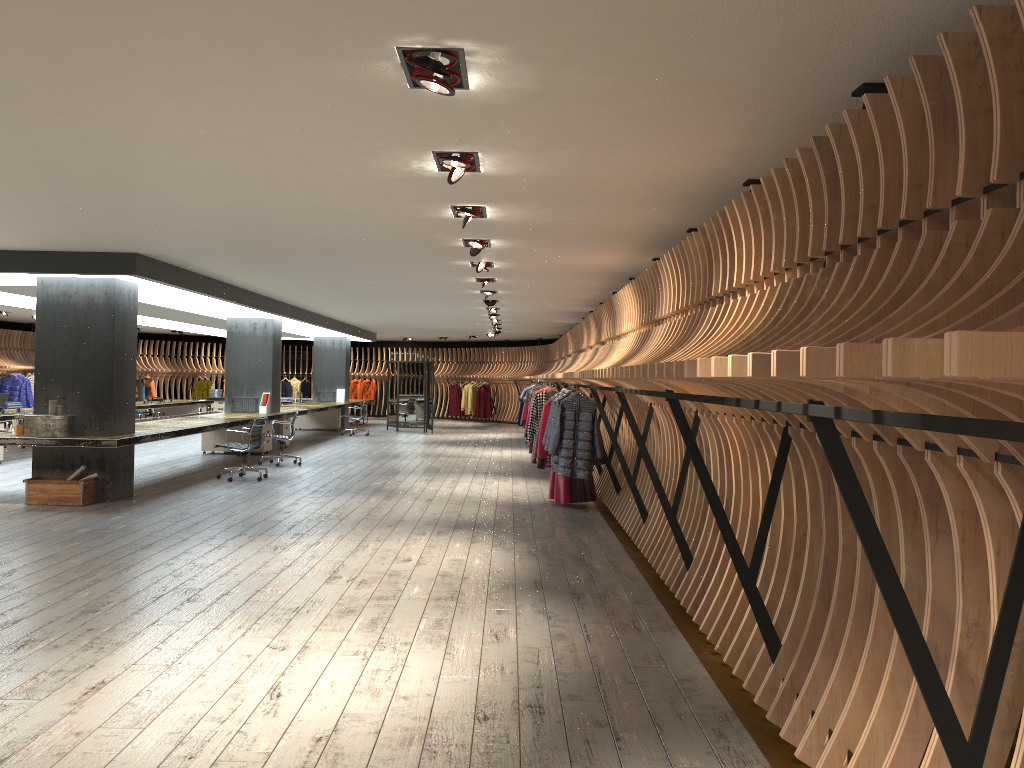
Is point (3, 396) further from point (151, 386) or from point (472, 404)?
point (472, 404)

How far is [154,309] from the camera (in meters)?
17.32

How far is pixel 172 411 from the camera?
22.78m

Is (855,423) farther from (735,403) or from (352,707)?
(352,707)

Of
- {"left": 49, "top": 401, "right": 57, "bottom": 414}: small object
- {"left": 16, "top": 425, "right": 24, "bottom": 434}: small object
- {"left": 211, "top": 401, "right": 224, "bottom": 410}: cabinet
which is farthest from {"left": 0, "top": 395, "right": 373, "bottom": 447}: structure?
{"left": 211, "top": 401, "right": 224, "bottom": 410}: cabinet

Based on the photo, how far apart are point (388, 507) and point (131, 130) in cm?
601

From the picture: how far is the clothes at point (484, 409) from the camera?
29.0m

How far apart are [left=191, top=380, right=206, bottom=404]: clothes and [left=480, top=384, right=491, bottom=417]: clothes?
9.4 meters

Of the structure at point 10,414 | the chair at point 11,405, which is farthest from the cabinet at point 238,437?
the chair at point 11,405

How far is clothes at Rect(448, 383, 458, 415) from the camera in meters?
30.1 m
